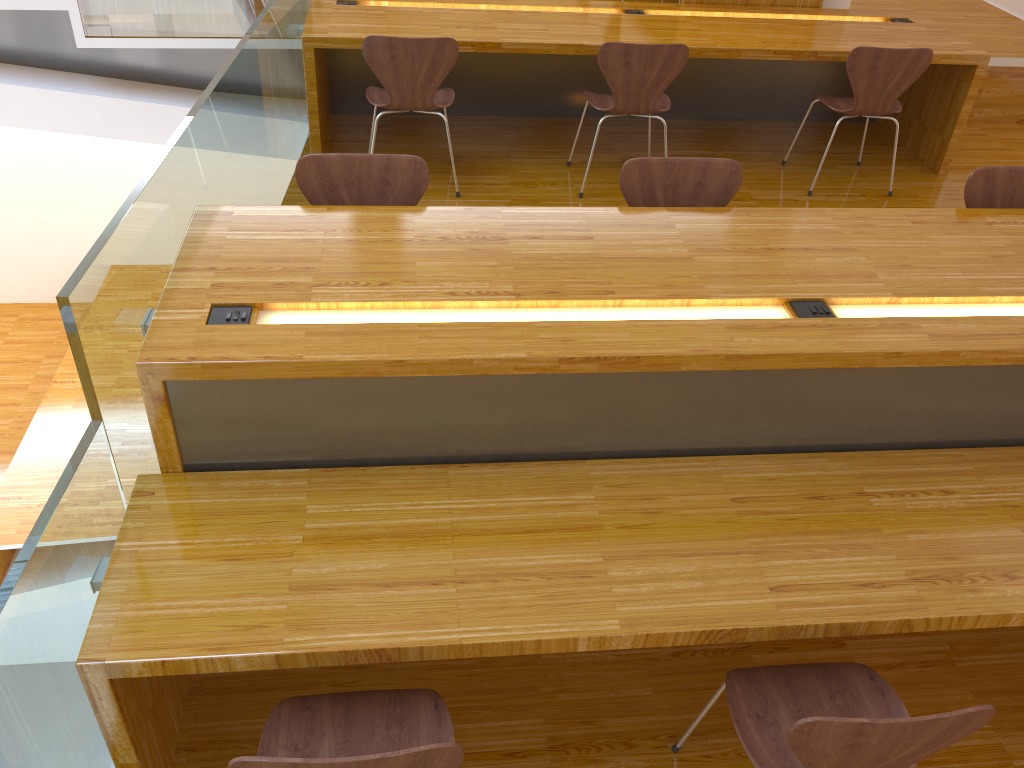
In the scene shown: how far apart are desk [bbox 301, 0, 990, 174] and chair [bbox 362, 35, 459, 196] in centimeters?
18cm

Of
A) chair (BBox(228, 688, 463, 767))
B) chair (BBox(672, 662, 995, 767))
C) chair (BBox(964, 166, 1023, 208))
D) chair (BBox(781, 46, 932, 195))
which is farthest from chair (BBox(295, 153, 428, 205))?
chair (BBox(781, 46, 932, 195))

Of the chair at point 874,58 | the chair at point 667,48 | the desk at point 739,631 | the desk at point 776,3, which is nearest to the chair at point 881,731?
the desk at point 739,631

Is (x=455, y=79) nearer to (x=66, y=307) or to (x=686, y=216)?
(x=686, y=216)

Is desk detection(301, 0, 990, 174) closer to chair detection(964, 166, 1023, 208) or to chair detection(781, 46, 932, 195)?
chair detection(781, 46, 932, 195)

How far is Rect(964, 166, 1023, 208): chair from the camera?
2.8m

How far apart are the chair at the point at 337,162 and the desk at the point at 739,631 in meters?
0.1

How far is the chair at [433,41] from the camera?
3.58m

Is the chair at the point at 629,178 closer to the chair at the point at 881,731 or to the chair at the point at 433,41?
the chair at the point at 433,41

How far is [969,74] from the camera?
4.26m
